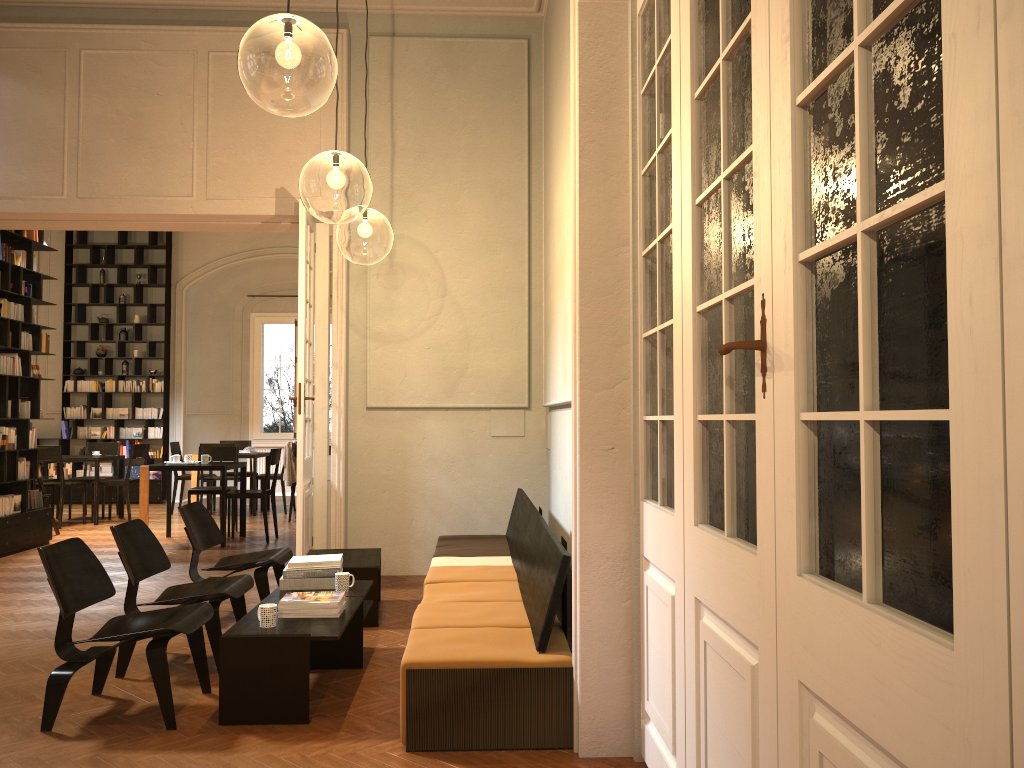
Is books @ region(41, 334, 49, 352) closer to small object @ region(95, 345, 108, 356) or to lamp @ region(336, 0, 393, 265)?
lamp @ region(336, 0, 393, 265)

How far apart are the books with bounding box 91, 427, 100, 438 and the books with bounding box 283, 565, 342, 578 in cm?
1111

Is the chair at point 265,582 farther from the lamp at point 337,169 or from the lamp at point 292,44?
the lamp at point 292,44

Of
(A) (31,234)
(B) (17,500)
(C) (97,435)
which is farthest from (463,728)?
(C) (97,435)

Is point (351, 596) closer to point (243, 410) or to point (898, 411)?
point (898, 411)

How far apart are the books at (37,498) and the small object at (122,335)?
5.50m

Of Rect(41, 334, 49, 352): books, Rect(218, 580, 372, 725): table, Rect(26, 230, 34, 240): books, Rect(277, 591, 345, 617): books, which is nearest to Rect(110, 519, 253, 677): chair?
Rect(218, 580, 372, 725): table

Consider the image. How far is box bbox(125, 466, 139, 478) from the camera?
14.8 meters

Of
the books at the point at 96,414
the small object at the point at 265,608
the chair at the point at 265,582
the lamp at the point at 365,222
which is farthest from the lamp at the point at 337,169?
the books at the point at 96,414

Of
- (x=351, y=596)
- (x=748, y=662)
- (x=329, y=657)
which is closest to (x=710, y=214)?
(x=748, y=662)
